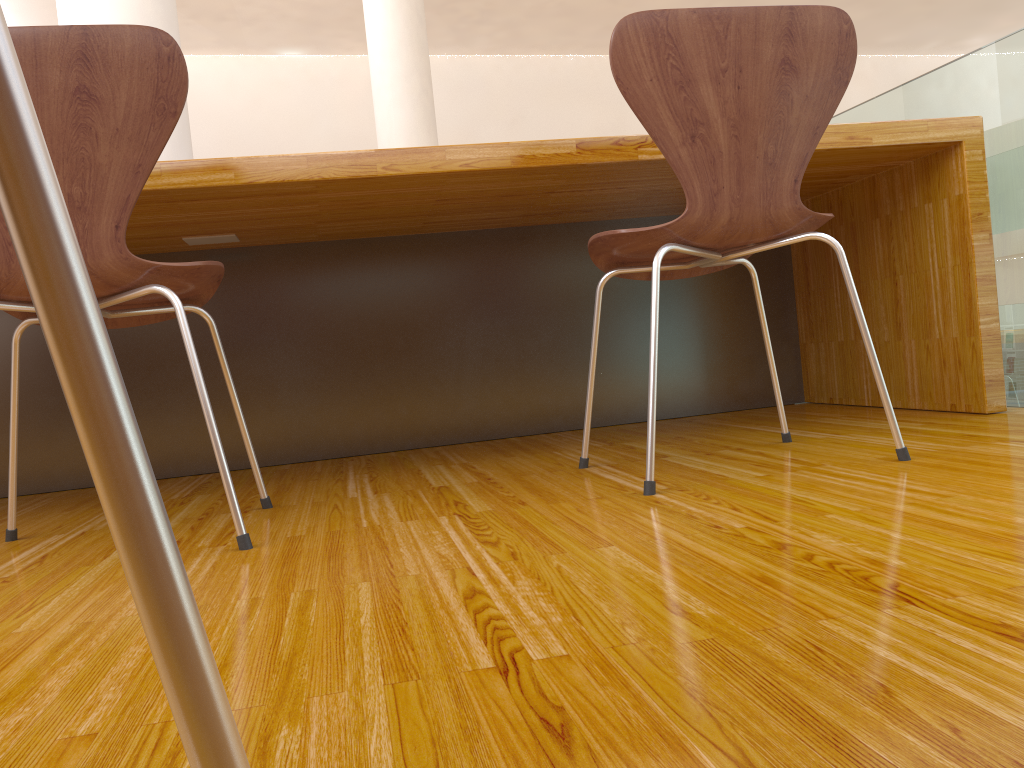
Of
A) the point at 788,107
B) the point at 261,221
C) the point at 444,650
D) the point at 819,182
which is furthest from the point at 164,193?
the point at 819,182

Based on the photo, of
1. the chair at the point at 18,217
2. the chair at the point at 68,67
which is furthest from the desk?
the chair at the point at 18,217

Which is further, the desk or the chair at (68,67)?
the desk

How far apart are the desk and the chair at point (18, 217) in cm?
142

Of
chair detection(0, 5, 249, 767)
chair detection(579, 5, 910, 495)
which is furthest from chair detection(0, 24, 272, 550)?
chair detection(0, 5, 249, 767)

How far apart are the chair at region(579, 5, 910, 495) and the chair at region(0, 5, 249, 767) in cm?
109

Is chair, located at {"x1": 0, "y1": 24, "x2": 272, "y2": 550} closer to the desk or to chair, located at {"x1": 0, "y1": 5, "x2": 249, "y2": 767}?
the desk

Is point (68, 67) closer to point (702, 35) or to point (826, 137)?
point (702, 35)

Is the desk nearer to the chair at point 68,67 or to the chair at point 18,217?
the chair at point 68,67

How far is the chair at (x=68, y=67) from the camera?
1.12m
